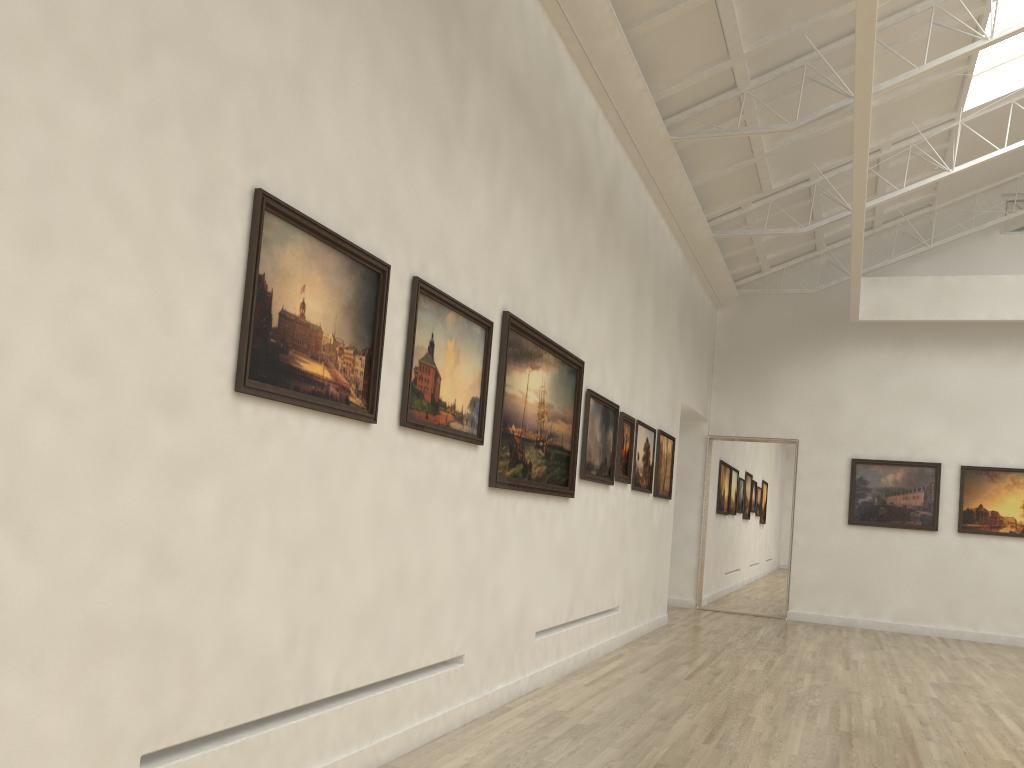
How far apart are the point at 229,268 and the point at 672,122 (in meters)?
12.91

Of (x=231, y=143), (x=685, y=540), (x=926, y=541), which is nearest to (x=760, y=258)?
(x=685, y=540)
